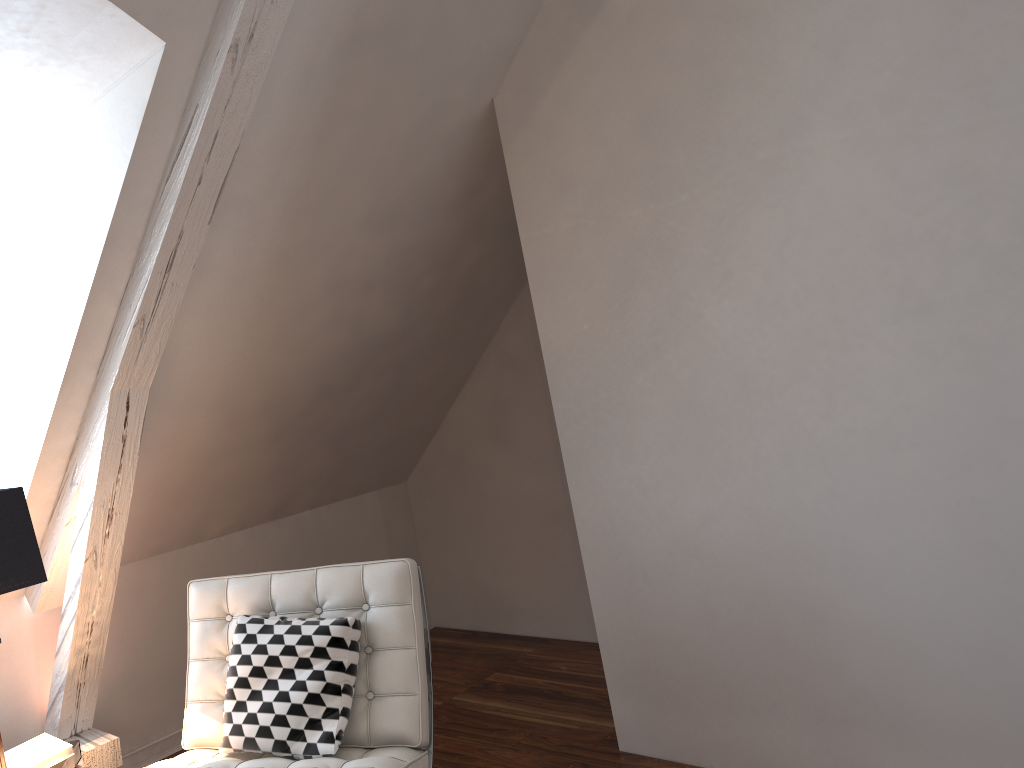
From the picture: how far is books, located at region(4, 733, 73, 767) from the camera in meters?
2.1 m

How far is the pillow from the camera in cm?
198

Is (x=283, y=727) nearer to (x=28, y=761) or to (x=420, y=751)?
(x=420, y=751)

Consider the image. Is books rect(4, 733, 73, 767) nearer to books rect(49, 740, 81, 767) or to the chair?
books rect(49, 740, 81, 767)

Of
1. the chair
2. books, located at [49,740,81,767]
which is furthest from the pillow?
books, located at [49,740,81,767]

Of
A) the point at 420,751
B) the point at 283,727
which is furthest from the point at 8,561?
the point at 420,751

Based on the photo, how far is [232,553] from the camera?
3.2 meters

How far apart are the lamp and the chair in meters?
0.3 m

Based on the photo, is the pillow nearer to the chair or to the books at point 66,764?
the chair

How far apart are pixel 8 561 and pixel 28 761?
0.6m
